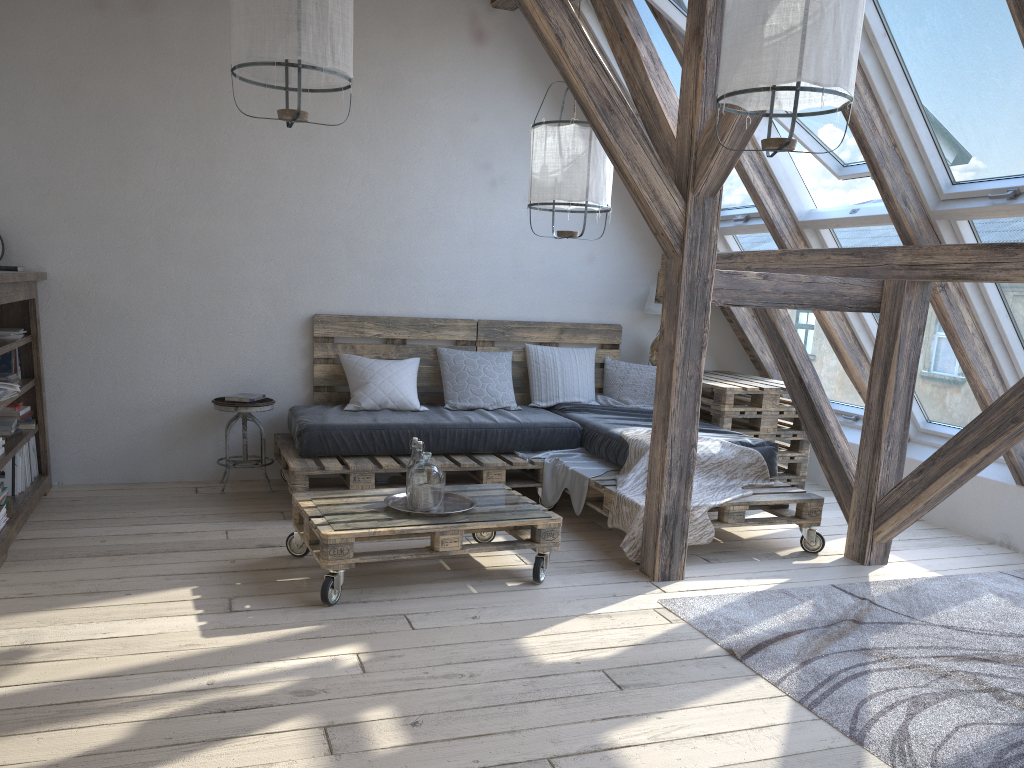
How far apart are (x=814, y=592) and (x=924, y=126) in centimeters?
205cm

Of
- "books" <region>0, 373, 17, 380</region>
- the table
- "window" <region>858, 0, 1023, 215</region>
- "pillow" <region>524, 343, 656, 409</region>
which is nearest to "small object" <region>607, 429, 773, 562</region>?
the table

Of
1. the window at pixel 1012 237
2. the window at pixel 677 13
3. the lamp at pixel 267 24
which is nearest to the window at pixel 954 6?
the window at pixel 1012 237

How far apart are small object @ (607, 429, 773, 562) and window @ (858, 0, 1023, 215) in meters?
1.4

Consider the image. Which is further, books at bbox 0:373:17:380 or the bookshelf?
books at bbox 0:373:17:380

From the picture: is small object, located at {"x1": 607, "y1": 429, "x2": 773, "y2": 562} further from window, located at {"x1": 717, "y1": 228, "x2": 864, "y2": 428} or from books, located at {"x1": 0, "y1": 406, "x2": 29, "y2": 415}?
books, located at {"x1": 0, "y1": 406, "x2": 29, "y2": 415}

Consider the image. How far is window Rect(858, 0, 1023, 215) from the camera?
3.3 meters

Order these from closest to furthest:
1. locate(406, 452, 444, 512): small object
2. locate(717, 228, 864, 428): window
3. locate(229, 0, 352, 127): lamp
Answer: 1. locate(229, 0, 352, 127): lamp
2. locate(406, 452, 444, 512): small object
3. locate(717, 228, 864, 428): window

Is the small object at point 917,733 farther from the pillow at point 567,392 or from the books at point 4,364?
the books at point 4,364

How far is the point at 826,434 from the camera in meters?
4.4
